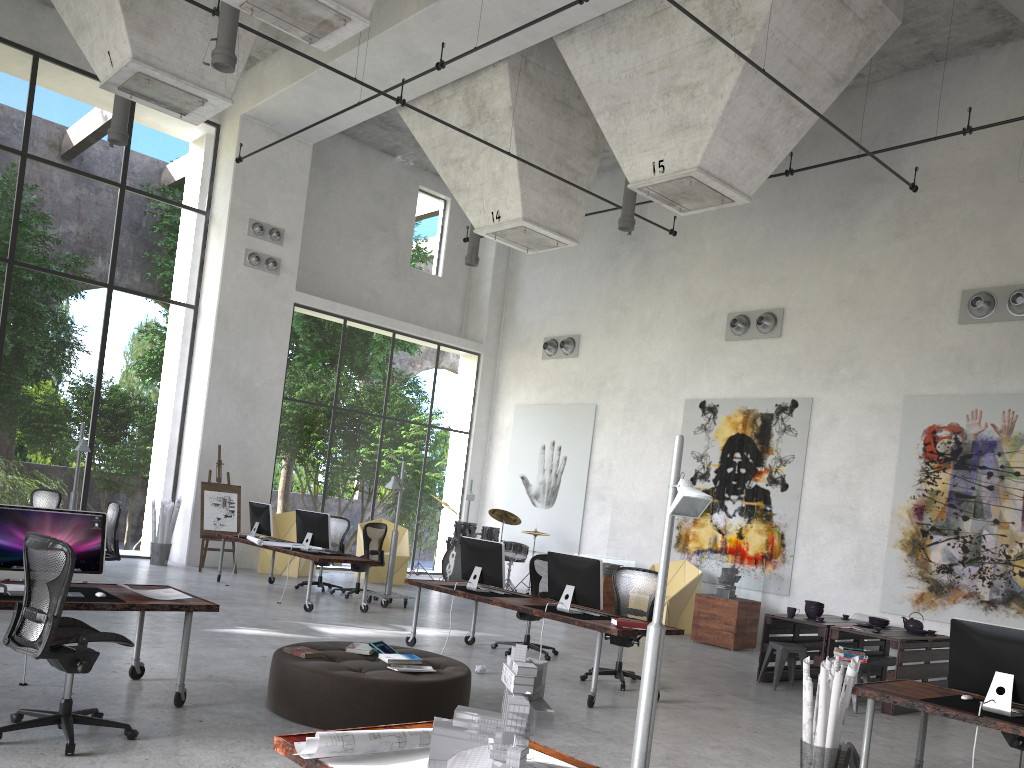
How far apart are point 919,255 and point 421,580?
8.42m

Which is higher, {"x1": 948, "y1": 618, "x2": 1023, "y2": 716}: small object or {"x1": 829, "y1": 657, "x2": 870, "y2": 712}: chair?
{"x1": 948, "y1": 618, "x2": 1023, "y2": 716}: small object

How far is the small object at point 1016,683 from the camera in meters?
5.4

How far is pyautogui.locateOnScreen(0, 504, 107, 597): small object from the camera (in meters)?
5.61

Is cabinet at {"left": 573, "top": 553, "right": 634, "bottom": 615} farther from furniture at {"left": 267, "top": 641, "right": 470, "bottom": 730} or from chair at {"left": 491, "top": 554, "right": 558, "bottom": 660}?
furniture at {"left": 267, "top": 641, "right": 470, "bottom": 730}

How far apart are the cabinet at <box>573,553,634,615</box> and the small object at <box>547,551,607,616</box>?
5.97m

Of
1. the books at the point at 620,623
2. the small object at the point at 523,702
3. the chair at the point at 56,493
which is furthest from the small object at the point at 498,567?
the small object at the point at 523,702

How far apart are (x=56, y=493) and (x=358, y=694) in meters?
7.2

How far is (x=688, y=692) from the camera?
8.63m

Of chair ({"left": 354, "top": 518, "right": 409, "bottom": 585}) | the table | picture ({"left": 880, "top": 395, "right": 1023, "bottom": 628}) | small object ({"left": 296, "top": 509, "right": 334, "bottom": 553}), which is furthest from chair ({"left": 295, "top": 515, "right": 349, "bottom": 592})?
picture ({"left": 880, "top": 395, "right": 1023, "bottom": 628})
